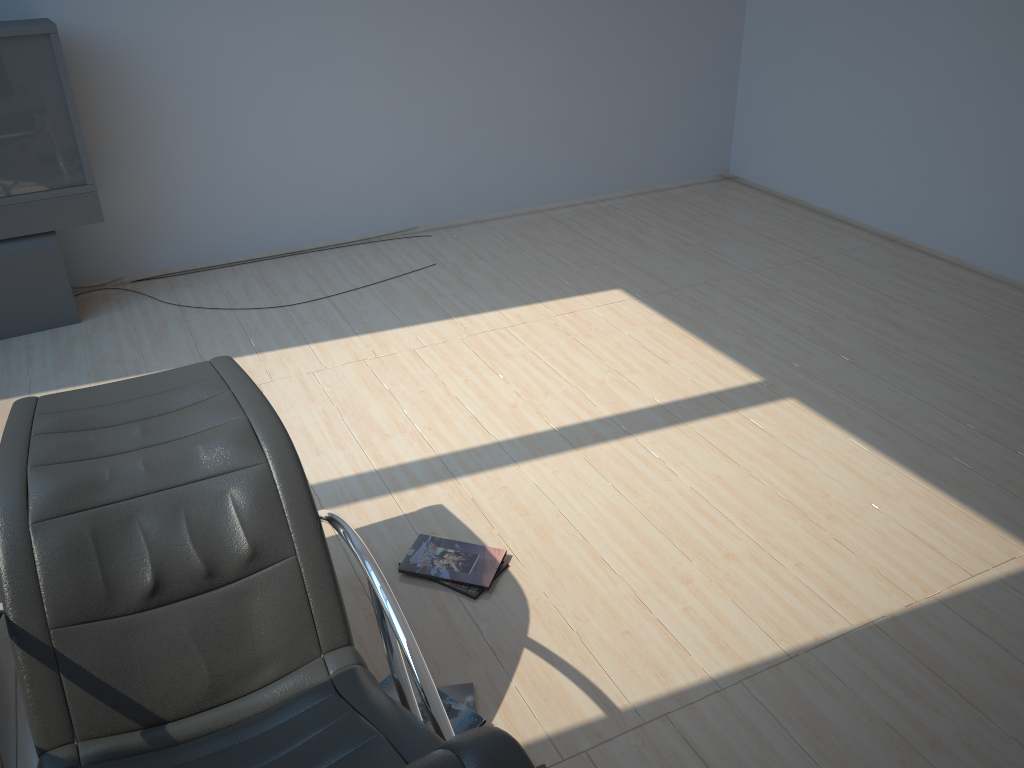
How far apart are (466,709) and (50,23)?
3.7m

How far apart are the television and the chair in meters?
2.3

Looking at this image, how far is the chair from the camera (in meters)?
1.78

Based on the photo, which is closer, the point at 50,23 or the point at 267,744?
the point at 267,744

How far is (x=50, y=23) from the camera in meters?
4.1 m

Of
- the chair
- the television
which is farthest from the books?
the television

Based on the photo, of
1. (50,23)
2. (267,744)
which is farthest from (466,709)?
(50,23)

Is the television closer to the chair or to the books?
the chair

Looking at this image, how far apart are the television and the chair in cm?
226

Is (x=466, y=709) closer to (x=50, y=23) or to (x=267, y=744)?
(x=267, y=744)
